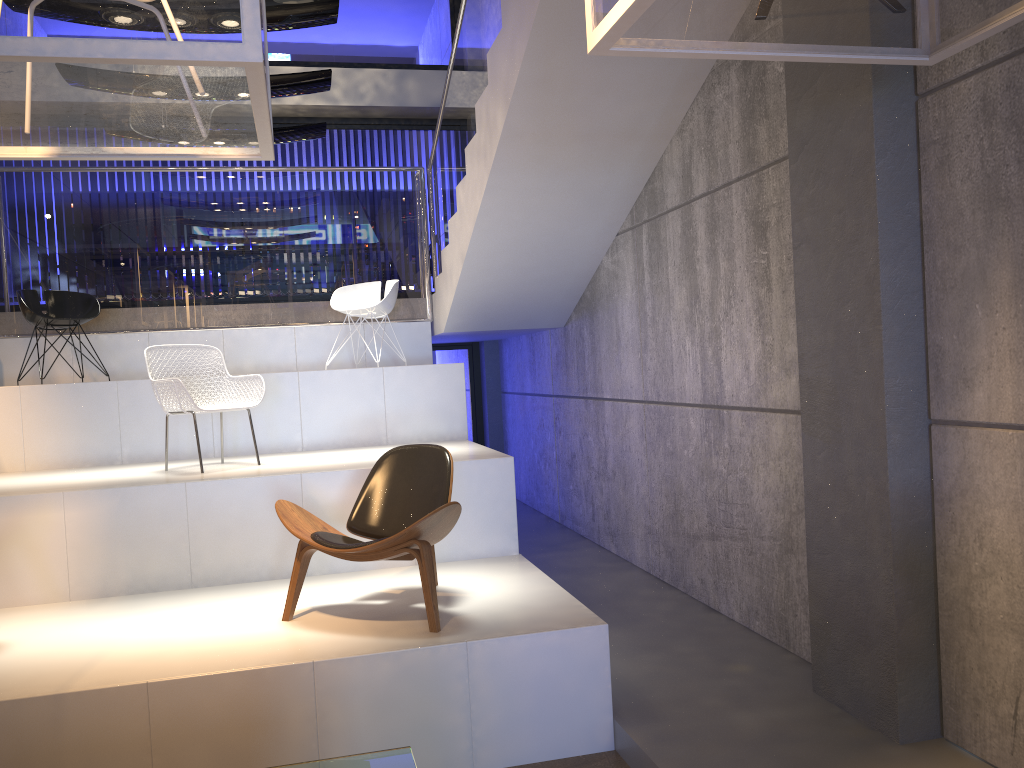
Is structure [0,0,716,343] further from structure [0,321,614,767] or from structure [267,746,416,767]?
structure [267,746,416,767]

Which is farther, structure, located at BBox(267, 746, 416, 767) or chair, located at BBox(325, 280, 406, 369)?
chair, located at BBox(325, 280, 406, 369)

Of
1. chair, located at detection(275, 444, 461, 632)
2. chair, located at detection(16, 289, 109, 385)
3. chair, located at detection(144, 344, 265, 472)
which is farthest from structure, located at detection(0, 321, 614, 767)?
chair, located at detection(16, 289, 109, 385)

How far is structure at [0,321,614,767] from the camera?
3.4m

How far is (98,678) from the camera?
3.43m

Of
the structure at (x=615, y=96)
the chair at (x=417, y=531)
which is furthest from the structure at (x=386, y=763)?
the structure at (x=615, y=96)

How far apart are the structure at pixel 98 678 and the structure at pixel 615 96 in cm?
6

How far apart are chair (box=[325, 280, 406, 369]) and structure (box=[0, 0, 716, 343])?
0.3m

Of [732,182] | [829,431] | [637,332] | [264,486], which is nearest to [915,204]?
[829,431]

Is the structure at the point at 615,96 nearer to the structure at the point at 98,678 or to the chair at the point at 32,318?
the structure at the point at 98,678
